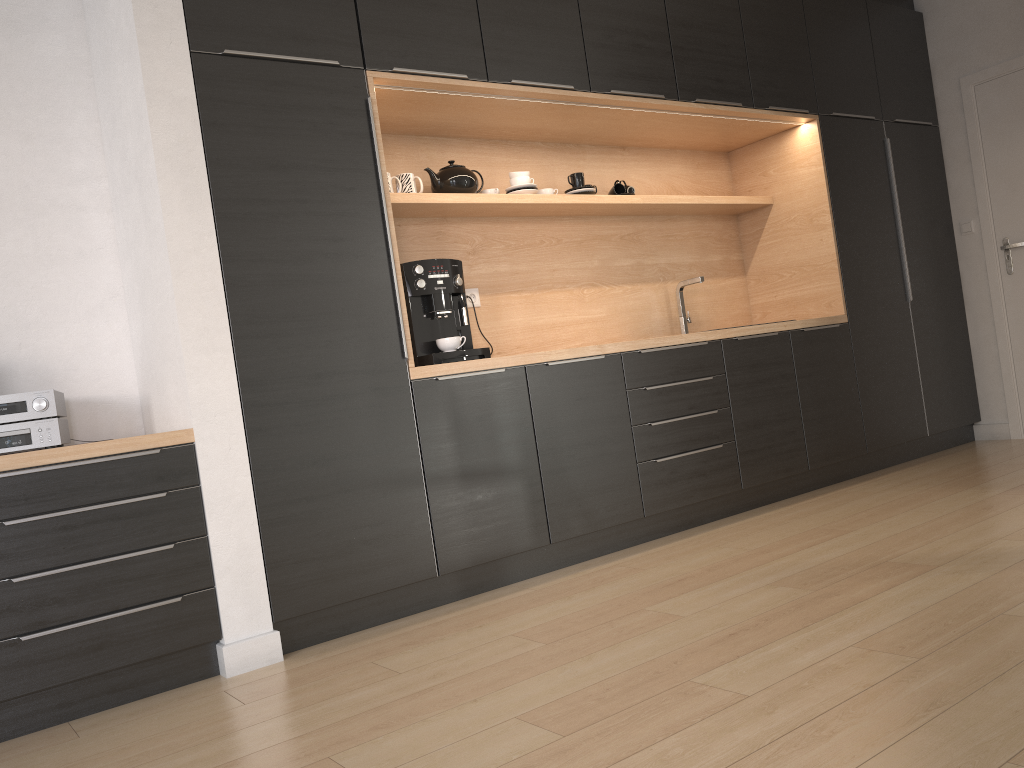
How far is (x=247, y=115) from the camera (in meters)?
2.82

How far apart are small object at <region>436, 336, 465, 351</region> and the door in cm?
355

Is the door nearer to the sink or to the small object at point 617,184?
the sink

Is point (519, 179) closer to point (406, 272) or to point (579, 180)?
point (579, 180)

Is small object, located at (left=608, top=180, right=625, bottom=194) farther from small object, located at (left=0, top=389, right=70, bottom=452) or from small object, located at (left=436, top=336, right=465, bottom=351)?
small object, located at (left=0, top=389, right=70, bottom=452)

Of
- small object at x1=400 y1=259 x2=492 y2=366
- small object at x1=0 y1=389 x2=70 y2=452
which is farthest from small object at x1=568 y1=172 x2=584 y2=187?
small object at x1=0 y1=389 x2=70 y2=452

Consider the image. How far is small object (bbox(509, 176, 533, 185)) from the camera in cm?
392

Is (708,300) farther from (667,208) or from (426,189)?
(426,189)

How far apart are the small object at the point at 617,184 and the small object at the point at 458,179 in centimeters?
86cm

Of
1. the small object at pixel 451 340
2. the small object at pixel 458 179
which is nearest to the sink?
the small object at pixel 458 179
